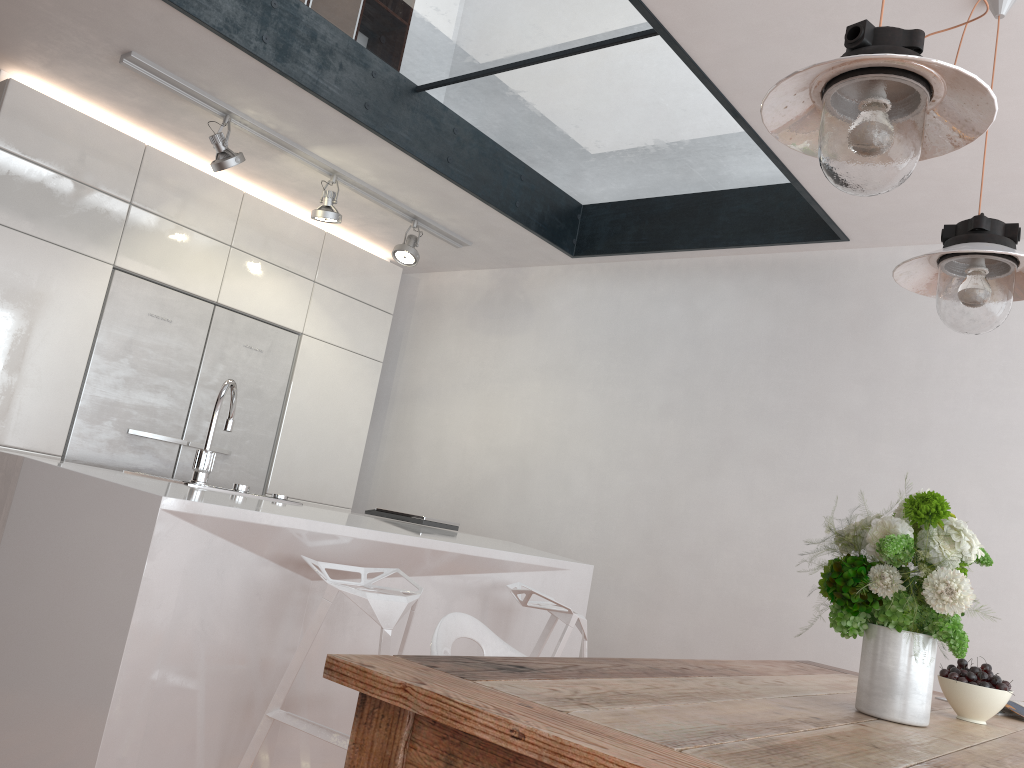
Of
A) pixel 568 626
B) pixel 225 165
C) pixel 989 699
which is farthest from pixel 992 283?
pixel 225 165

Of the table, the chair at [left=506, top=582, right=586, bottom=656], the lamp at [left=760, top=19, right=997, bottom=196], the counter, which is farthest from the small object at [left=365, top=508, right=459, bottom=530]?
the lamp at [left=760, top=19, right=997, bottom=196]

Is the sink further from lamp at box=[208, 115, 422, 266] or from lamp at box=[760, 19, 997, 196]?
lamp at box=[760, 19, 997, 196]

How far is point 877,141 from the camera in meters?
1.4 m

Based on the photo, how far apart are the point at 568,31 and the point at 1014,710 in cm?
262

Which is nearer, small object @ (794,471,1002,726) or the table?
the table

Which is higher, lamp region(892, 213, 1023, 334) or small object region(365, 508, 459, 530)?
lamp region(892, 213, 1023, 334)

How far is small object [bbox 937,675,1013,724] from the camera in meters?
1.8 m

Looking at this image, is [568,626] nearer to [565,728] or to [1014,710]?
[1014,710]

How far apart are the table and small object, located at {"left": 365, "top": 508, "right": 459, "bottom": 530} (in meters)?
1.80
